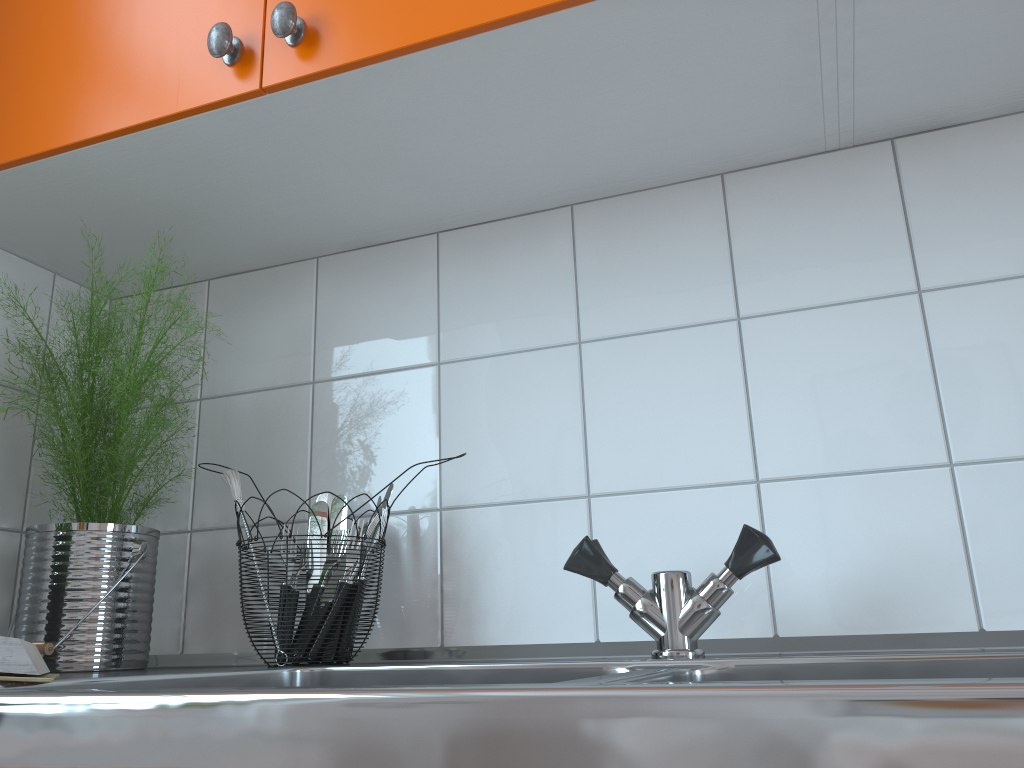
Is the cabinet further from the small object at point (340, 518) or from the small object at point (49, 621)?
the small object at point (340, 518)

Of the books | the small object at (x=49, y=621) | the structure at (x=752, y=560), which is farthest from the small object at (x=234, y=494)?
the structure at (x=752, y=560)

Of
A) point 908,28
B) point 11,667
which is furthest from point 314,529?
point 908,28

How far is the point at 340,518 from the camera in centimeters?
108cm

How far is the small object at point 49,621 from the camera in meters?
1.0

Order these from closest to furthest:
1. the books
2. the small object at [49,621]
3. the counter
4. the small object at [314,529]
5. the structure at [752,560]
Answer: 1. the counter
2. the books
3. the structure at [752,560]
4. the small object at [49,621]
5. the small object at [314,529]

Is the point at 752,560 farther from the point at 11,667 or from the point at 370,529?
the point at 11,667

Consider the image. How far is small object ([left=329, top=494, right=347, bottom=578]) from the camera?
1.1m

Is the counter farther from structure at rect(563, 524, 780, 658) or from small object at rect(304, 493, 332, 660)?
small object at rect(304, 493, 332, 660)

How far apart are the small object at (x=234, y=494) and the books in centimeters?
27cm
